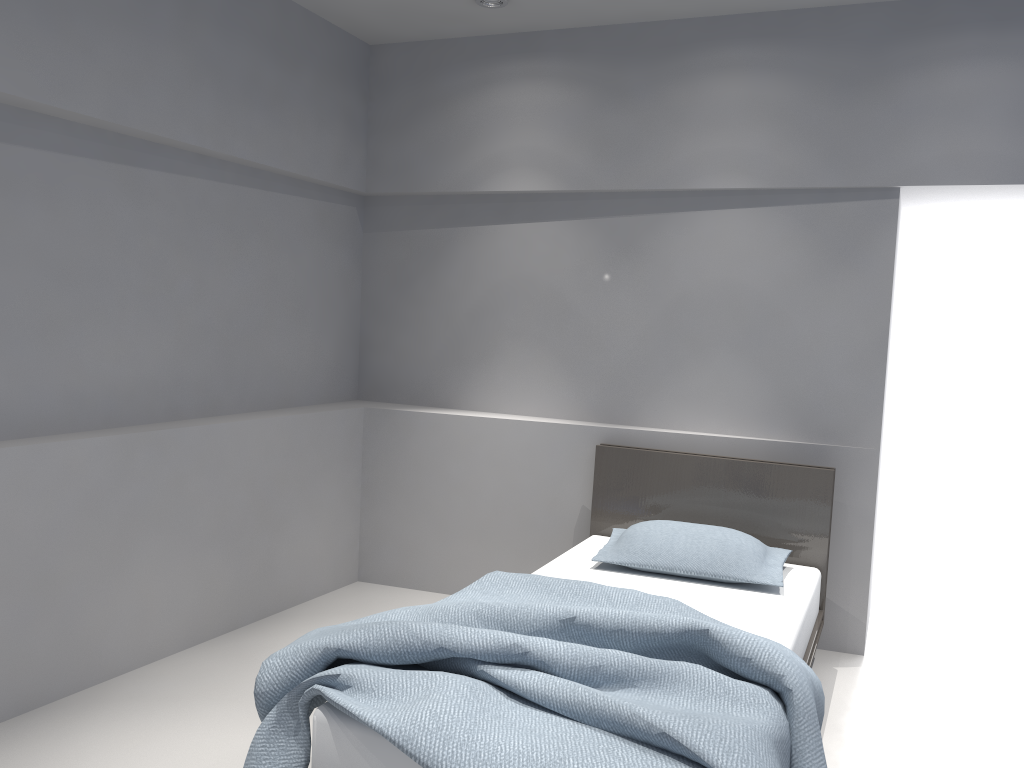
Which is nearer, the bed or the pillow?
the bed

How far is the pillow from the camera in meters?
3.3 m

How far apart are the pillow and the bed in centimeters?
3cm

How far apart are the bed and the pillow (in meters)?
0.03

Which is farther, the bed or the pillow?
the pillow

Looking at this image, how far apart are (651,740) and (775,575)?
1.5 meters

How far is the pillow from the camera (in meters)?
3.31

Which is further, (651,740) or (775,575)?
(775,575)

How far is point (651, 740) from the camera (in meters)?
1.95

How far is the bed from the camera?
1.9m
